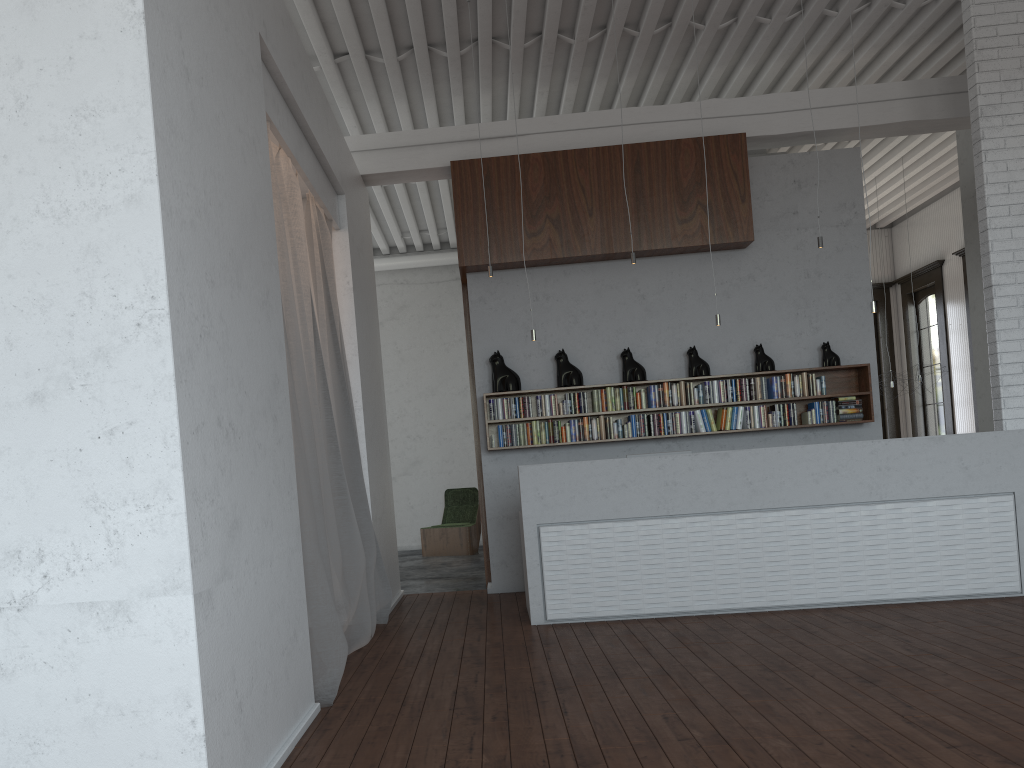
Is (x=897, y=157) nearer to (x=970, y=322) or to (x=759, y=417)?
(x=970, y=322)
